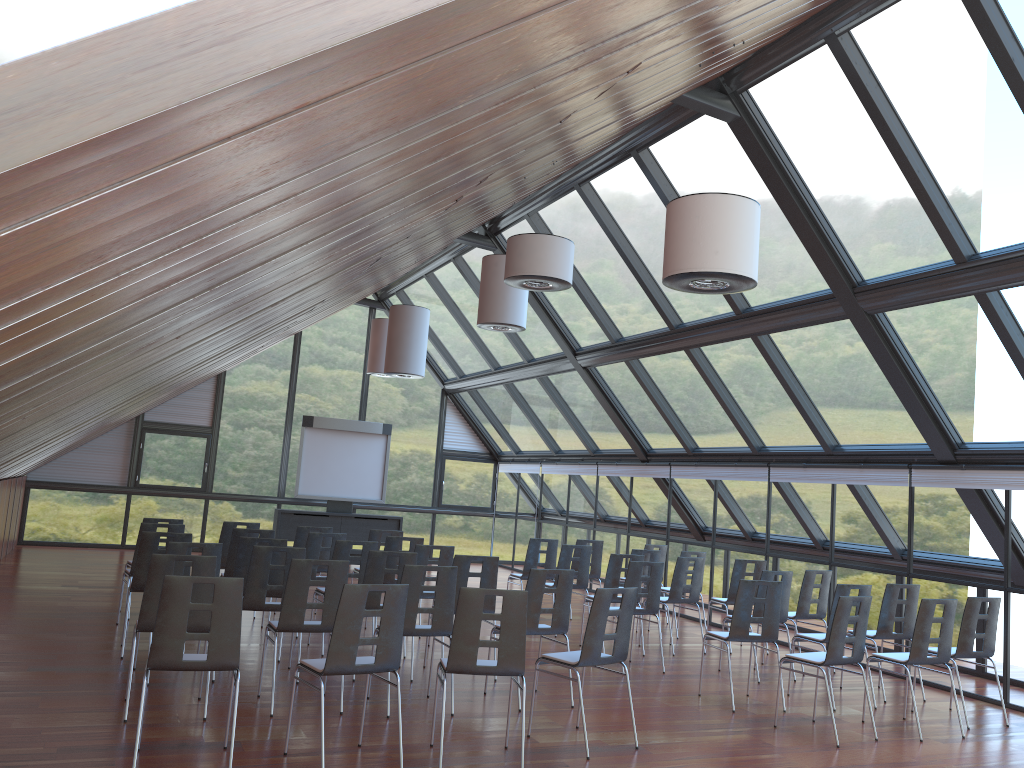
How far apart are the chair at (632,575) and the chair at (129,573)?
5.00m

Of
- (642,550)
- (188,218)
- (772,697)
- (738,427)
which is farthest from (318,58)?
(738,427)

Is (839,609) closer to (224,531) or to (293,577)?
(293,577)

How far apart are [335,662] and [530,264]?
4.24m

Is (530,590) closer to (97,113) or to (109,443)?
(97,113)

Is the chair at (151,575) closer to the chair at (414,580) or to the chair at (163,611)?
the chair at (163,611)

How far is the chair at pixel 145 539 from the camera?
8.6 meters

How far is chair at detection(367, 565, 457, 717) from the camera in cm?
722

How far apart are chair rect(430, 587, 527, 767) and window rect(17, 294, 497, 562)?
14.4m

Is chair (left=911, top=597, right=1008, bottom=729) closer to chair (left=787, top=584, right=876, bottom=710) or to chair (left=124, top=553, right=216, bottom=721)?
chair (left=787, top=584, right=876, bottom=710)
